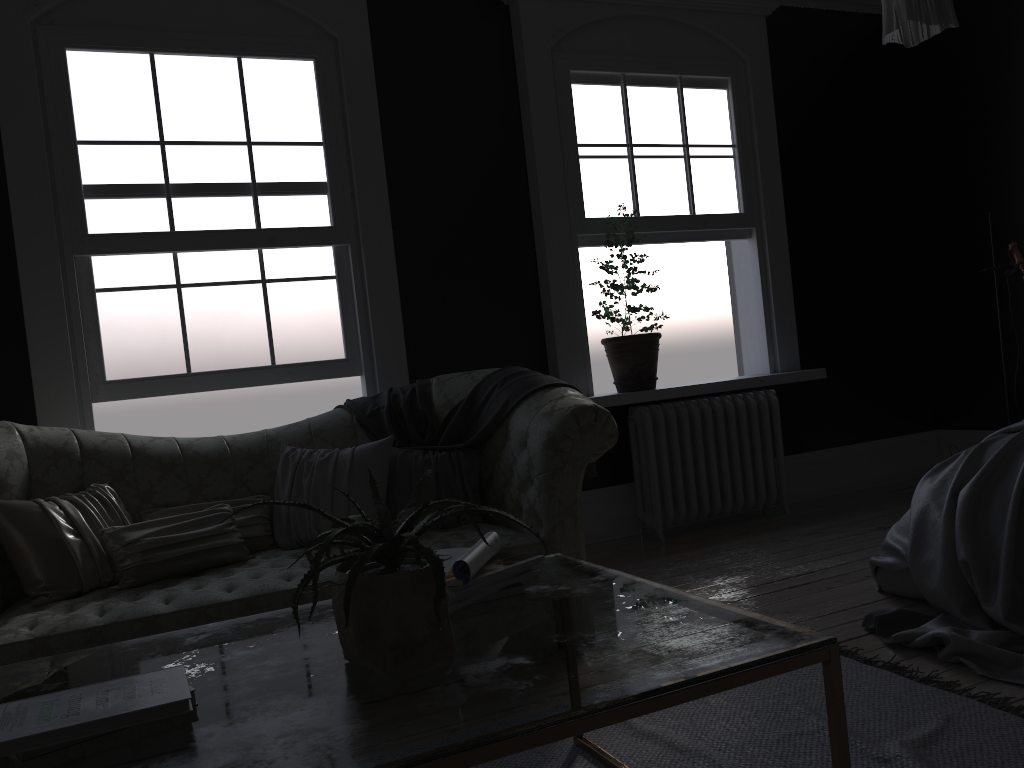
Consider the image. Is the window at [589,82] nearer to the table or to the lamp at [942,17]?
the lamp at [942,17]

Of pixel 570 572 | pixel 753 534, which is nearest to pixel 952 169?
pixel 753 534

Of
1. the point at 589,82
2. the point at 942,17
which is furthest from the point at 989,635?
the point at 589,82

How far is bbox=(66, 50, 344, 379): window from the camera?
4.4 meters

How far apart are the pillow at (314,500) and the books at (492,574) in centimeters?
169cm

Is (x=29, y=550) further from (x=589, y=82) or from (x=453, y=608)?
(x=589, y=82)

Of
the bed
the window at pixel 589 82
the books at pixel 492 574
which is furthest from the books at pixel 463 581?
the window at pixel 589 82

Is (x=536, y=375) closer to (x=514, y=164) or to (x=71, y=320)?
(x=514, y=164)

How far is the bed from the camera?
2.9m

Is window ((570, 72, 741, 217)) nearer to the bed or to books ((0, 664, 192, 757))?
the bed
